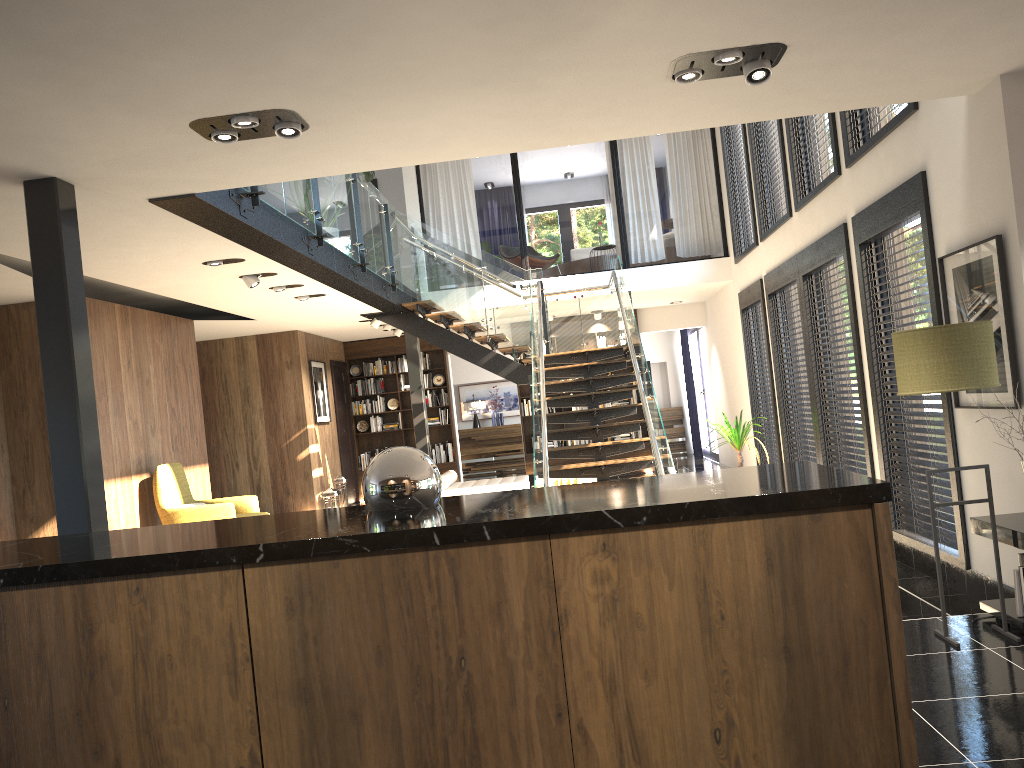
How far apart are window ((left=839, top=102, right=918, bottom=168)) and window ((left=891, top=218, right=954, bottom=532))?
0.7 meters

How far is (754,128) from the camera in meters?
10.0 m

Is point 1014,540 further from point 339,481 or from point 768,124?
point 339,481

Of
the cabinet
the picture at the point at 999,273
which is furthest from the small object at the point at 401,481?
the picture at the point at 999,273

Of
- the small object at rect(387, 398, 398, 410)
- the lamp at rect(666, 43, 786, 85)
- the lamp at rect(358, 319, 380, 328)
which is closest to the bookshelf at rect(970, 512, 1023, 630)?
the lamp at rect(666, 43, 786, 85)

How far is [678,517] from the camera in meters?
1.9 m

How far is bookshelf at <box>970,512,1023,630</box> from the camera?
4.0 meters

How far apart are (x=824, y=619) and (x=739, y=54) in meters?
2.7

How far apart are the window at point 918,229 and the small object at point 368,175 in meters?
5.3 m

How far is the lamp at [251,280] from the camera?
7.8 meters
